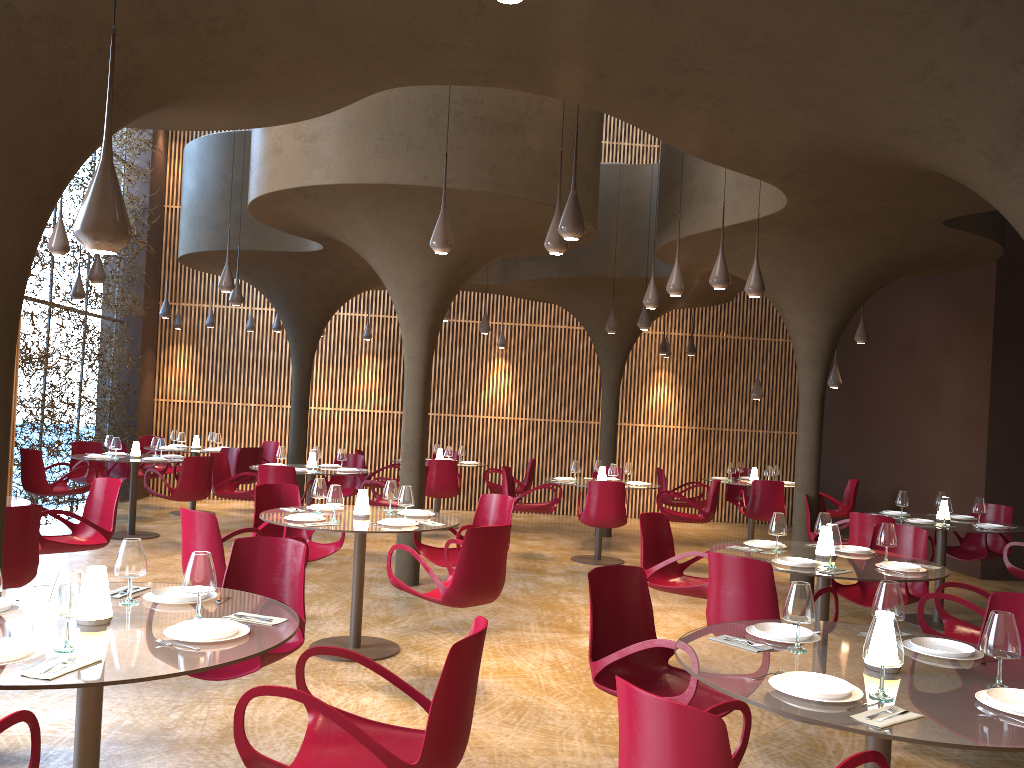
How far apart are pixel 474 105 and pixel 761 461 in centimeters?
1213cm

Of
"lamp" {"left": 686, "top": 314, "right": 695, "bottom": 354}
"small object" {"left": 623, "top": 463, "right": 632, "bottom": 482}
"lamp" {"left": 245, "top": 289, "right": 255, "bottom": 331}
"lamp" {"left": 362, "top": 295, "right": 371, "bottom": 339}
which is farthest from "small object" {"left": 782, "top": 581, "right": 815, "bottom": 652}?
"lamp" {"left": 245, "top": 289, "right": 255, "bottom": 331}

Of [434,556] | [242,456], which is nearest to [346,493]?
[242,456]

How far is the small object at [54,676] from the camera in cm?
295

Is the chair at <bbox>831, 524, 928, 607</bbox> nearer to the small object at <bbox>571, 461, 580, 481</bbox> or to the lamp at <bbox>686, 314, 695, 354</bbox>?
the small object at <bbox>571, 461, 580, 481</bbox>

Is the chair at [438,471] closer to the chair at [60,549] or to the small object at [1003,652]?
the chair at [60,549]

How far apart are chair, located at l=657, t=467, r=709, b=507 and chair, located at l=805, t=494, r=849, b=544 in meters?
3.5

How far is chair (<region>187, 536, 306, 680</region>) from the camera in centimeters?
471cm

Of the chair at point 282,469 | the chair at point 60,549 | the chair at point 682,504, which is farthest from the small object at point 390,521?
the chair at point 682,504

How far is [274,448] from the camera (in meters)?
16.59
